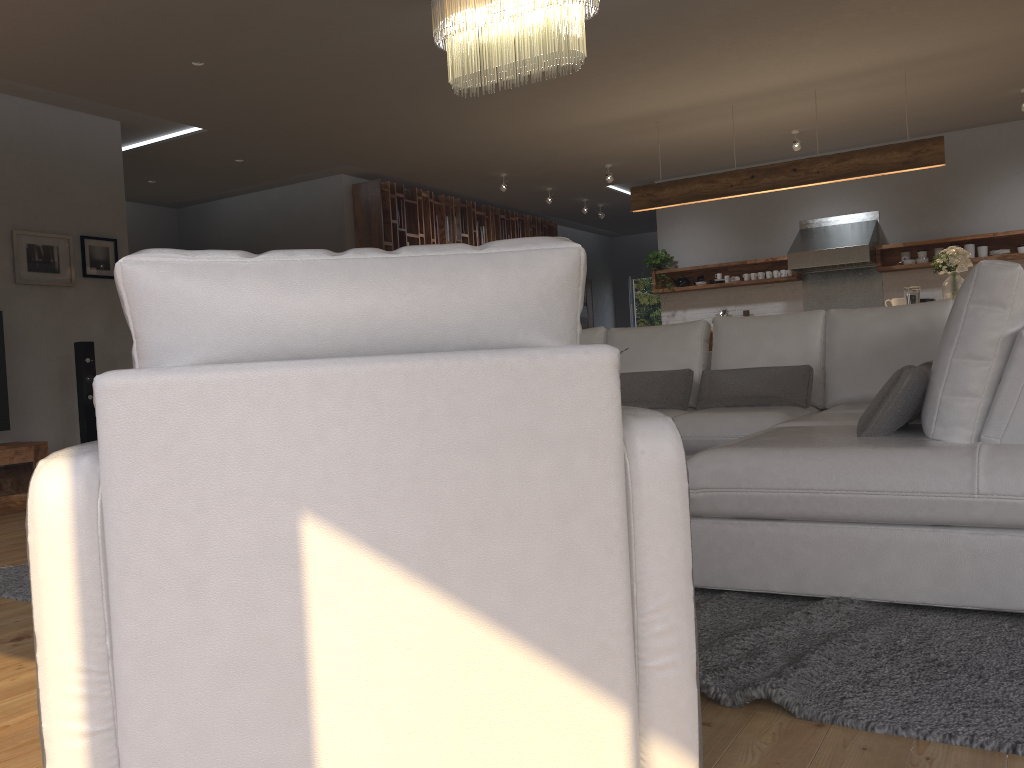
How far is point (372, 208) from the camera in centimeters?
899cm

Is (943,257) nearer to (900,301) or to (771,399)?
(900,301)

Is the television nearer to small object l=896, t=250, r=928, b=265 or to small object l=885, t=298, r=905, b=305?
small object l=885, t=298, r=905, b=305

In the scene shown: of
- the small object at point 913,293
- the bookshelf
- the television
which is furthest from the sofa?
the bookshelf

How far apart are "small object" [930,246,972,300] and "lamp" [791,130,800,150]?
2.1m

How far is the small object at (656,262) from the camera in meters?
9.9 m

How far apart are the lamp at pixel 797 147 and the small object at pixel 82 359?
6.1 meters

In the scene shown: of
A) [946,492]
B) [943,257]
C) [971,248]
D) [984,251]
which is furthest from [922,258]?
[946,492]

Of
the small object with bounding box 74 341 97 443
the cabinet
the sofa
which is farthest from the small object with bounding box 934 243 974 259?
the cabinet

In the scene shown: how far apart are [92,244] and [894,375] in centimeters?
582cm
